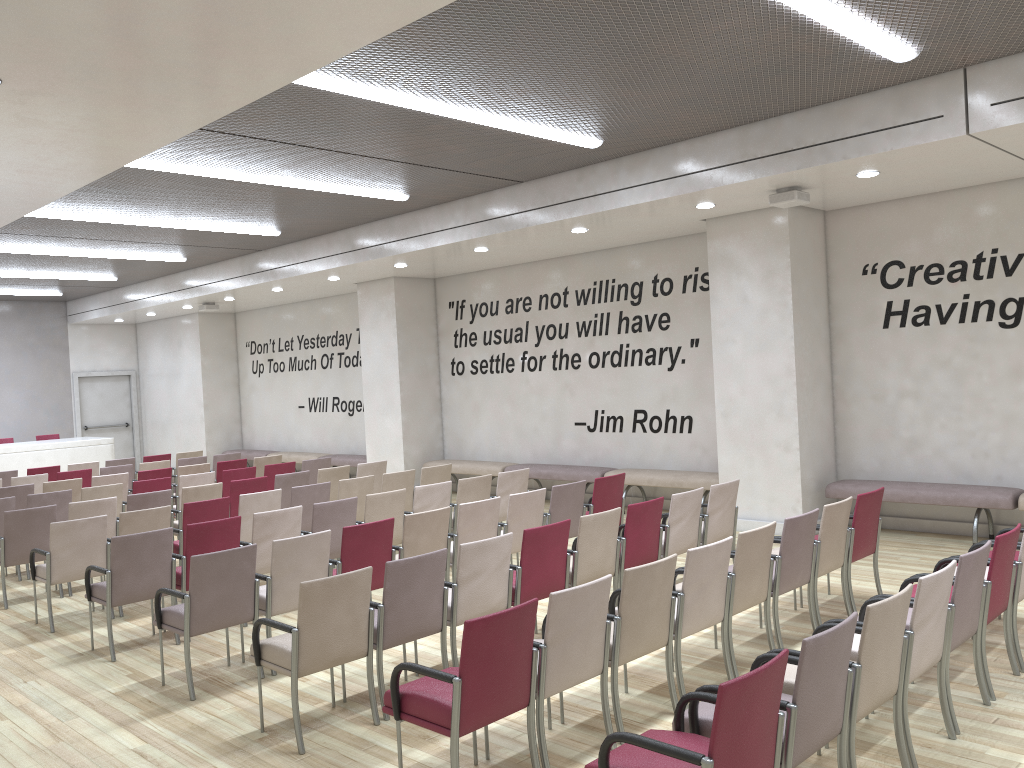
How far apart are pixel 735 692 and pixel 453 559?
4.4m

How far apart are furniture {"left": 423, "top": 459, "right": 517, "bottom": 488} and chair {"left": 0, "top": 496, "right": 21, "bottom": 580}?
6.2 meters

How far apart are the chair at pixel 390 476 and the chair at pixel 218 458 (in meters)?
4.86

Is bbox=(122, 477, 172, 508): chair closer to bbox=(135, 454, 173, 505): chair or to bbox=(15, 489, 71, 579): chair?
bbox=(15, 489, 71, 579): chair

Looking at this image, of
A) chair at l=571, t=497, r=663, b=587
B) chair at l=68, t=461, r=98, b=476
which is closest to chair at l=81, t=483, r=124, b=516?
chair at l=68, t=461, r=98, b=476

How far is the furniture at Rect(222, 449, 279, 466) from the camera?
17.9m

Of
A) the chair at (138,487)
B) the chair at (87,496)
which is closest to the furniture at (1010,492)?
the chair at (138,487)

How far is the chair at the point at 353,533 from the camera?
6.2m

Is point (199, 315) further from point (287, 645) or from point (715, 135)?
point (287, 645)

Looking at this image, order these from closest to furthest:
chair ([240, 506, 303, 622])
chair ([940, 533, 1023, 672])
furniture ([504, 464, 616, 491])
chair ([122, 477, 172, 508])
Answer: chair ([940, 533, 1023, 672])
chair ([240, 506, 303, 622])
chair ([122, 477, 172, 508])
furniture ([504, 464, 616, 491])
